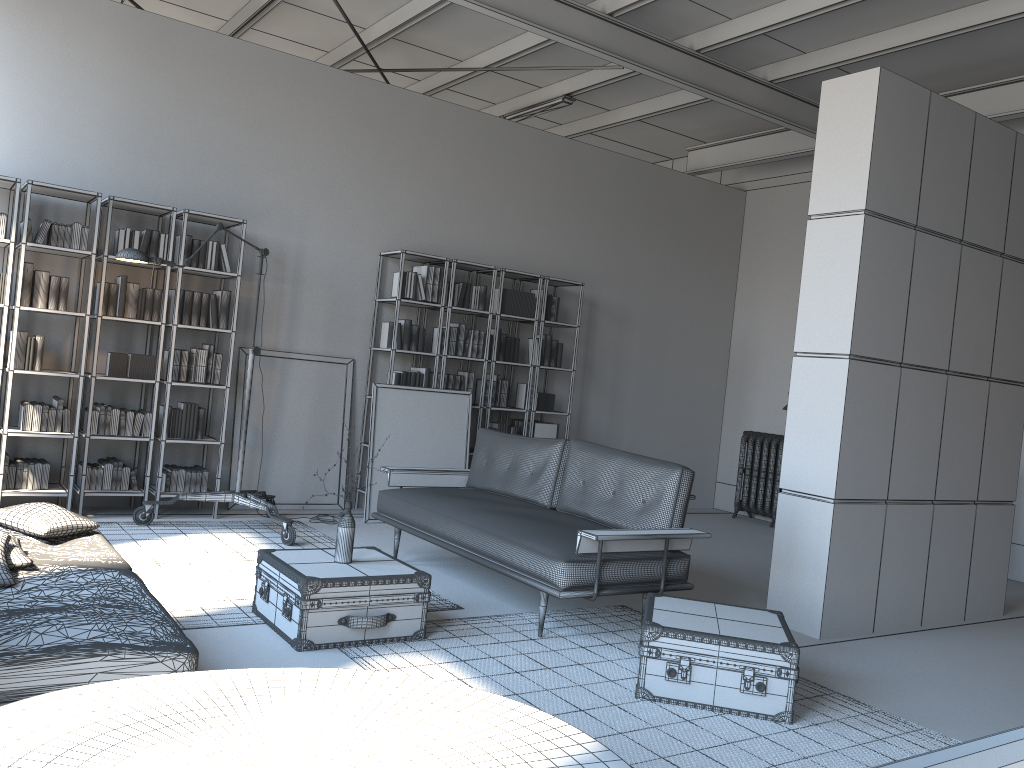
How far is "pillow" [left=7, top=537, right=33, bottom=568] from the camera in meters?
3.6 m

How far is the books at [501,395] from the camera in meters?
8.3

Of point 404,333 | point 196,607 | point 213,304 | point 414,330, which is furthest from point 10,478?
point 414,330

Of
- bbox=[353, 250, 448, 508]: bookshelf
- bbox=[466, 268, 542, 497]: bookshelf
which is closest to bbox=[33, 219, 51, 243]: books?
bbox=[353, 250, 448, 508]: bookshelf

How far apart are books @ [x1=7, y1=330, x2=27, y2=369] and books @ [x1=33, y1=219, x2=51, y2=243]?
0.6m

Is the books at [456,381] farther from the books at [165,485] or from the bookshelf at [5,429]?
the bookshelf at [5,429]

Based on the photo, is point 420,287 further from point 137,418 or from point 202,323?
point 137,418

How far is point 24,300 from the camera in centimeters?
591cm

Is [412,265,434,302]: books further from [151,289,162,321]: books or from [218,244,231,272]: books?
[151,289,162,321]: books

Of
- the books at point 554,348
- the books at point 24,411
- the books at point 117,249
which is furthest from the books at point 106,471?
the books at point 554,348
